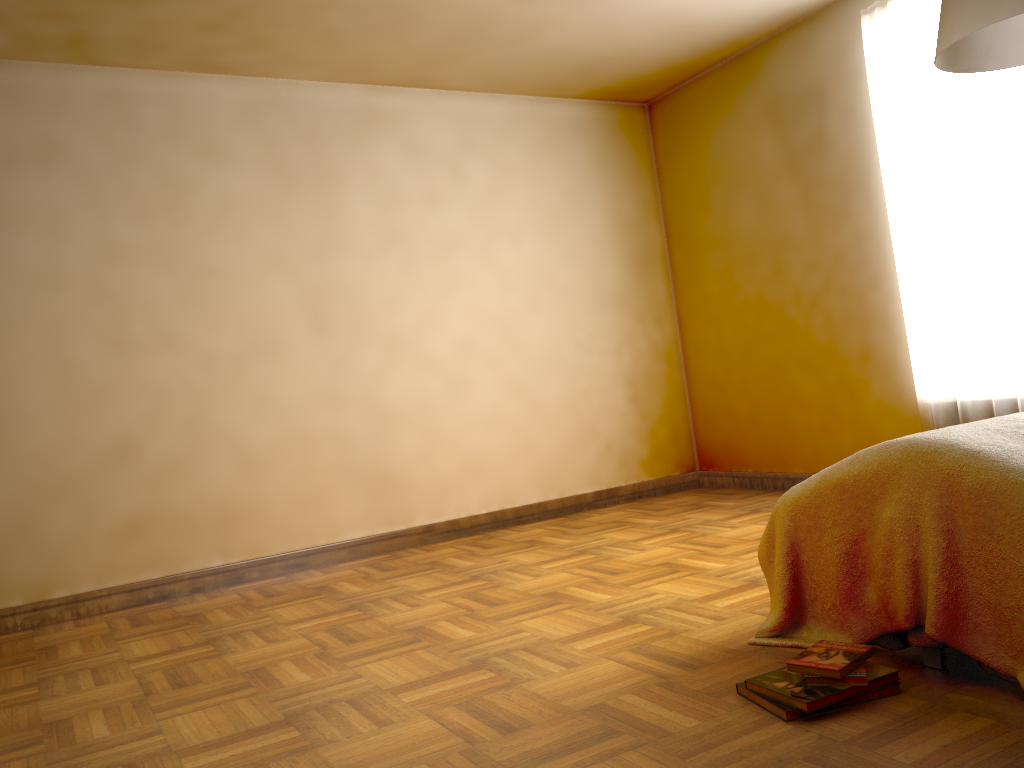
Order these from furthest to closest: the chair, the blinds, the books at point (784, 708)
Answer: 1. the blinds
2. the chair
3. the books at point (784, 708)

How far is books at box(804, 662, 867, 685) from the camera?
1.9m

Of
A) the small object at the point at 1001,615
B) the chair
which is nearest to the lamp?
the small object at the point at 1001,615

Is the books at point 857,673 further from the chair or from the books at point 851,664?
the chair

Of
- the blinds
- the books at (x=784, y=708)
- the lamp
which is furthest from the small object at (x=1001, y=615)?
the blinds

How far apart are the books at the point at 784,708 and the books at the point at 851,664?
0.1 meters

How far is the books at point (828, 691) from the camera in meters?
1.9

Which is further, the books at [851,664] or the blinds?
the blinds

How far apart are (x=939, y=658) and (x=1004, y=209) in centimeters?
235cm

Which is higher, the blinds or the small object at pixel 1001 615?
the blinds
